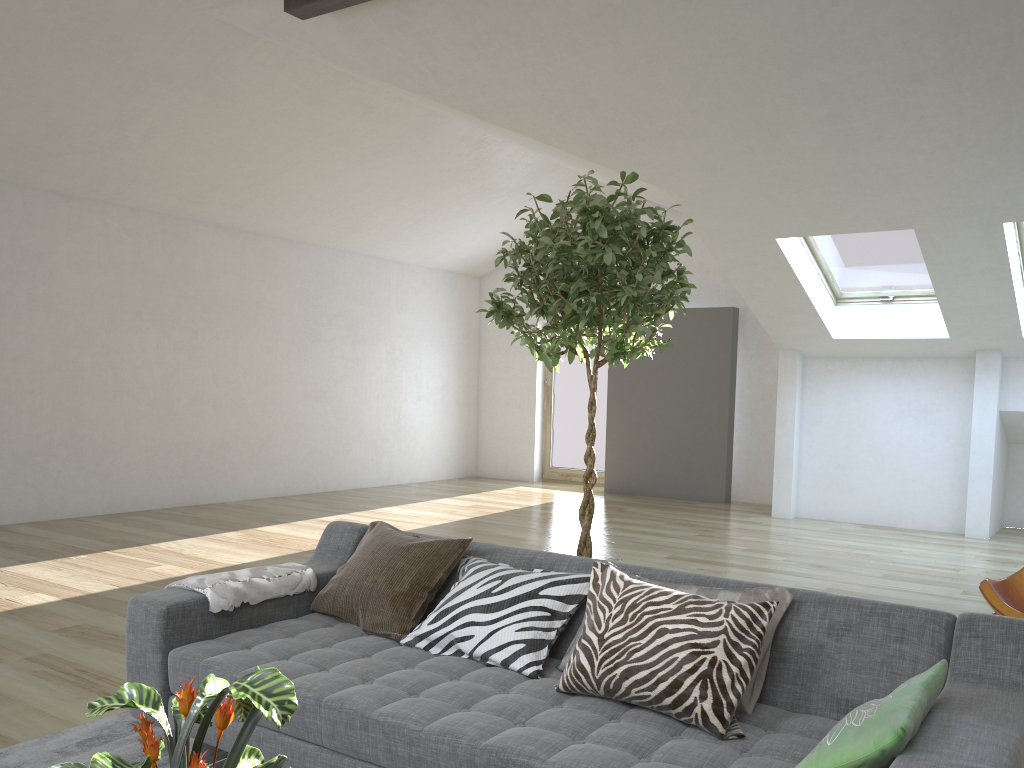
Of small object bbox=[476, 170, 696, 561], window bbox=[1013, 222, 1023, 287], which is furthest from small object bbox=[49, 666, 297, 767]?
window bbox=[1013, 222, 1023, 287]

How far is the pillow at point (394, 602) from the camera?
2.9m

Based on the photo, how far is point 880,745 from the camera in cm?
174

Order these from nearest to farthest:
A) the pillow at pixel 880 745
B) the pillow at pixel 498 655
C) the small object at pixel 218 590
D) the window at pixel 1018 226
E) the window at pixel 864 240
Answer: the pillow at pixel 880 745 < the pillow at pixel 498 655 < the small object at pixel 218 590 < the window at pixel 1018 226 < the window at pixel 864 240

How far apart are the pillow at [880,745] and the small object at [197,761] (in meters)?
1.04

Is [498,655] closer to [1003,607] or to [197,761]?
[197,761]

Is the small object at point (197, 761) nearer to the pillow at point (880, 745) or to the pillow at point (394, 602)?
the pillow at point (880, 745)

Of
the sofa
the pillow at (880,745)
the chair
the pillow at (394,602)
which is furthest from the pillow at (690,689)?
the chair

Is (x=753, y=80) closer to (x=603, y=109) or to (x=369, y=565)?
(x=603, y=109)

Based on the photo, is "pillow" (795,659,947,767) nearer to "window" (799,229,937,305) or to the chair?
the chair
